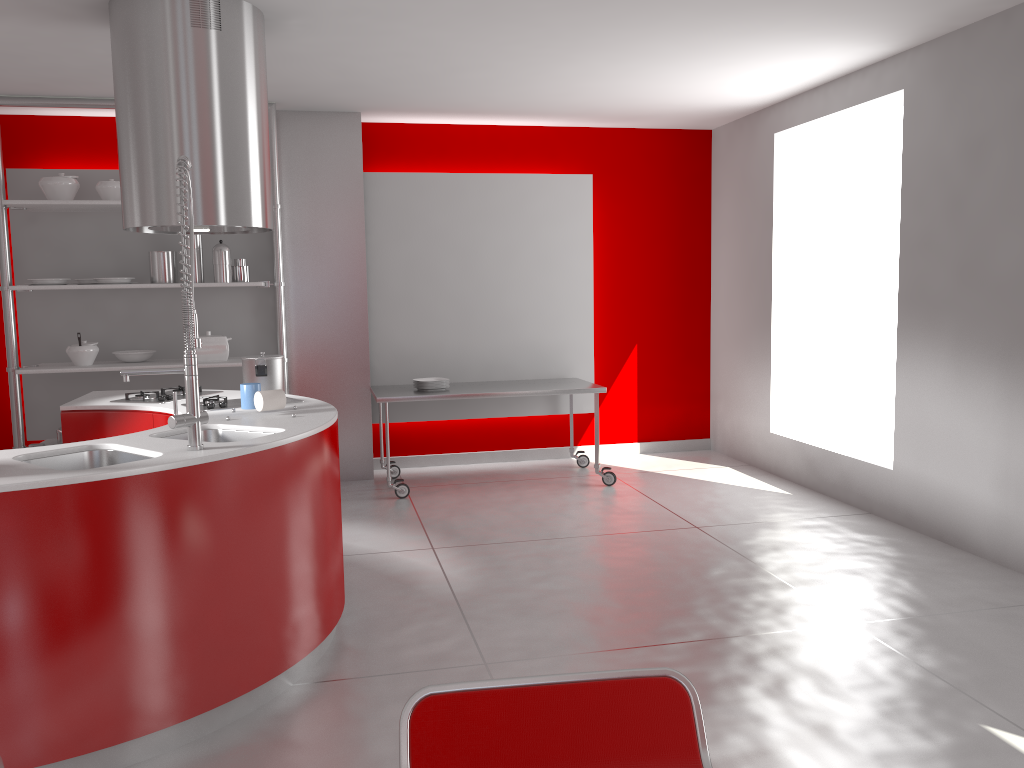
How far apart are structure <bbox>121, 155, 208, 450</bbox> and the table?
2.9m

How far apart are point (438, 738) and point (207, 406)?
2.87m

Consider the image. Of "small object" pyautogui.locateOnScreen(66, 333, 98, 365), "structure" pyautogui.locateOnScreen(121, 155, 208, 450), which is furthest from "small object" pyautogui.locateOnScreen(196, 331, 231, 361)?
"structure" pyautogui.locateOnScreen(121, 155, 208, 450)

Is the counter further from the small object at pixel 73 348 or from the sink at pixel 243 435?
the small object at pixel 73 348

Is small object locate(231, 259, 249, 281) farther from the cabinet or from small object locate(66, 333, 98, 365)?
the cabinet

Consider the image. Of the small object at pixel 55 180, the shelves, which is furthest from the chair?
the small object at pixel 55 180

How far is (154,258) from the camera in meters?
5.6 m

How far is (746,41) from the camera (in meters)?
4.54

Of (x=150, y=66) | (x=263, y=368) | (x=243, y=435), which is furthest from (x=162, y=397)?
(x=150, y=66)

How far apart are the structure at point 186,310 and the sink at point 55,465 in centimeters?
20cm
